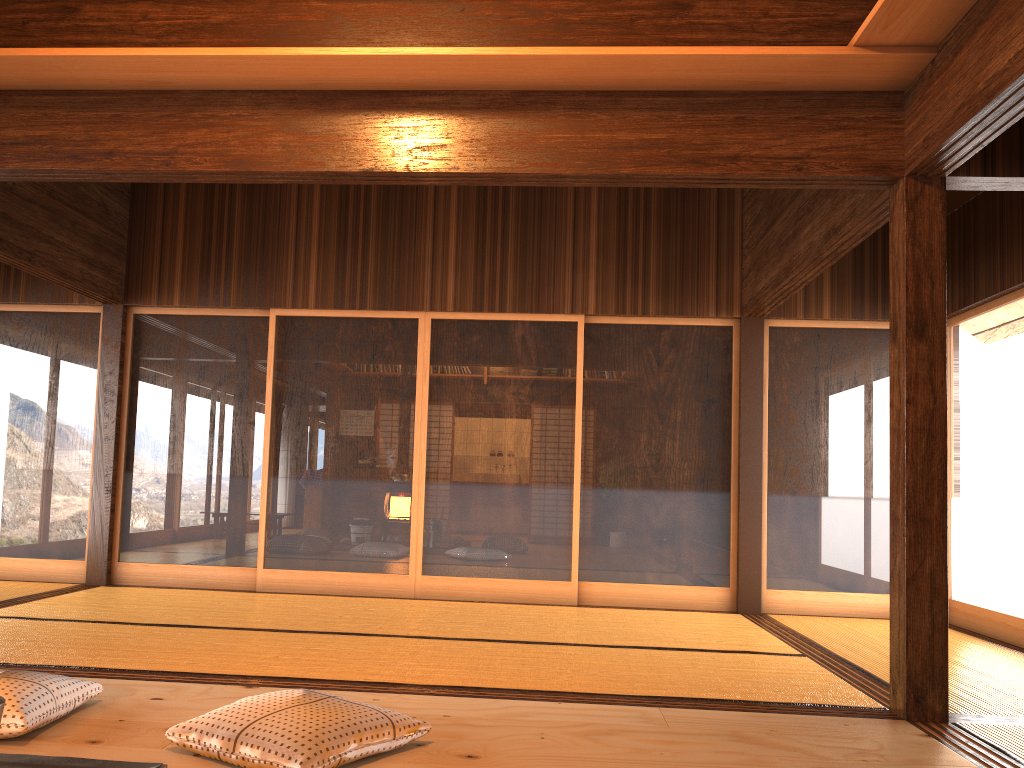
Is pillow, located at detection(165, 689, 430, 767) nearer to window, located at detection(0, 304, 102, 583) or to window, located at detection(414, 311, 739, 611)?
window, located at detection(414, 311, 739, 611)

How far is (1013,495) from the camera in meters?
5.2 m

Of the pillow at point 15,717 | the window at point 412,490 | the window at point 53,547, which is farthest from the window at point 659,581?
the pillow at point 15,717

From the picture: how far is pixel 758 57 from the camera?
3.2m

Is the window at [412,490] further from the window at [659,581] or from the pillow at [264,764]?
the pillow at [264,764]

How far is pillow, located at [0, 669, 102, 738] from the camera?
2.5 meters

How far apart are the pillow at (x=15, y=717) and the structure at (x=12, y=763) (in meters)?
0.31

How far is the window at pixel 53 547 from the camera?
6.31m

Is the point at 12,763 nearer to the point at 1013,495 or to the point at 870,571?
the point at 1013,495

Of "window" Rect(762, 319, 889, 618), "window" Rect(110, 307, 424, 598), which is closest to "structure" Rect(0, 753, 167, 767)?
"window" Rect(110, 307, 424, 598)
